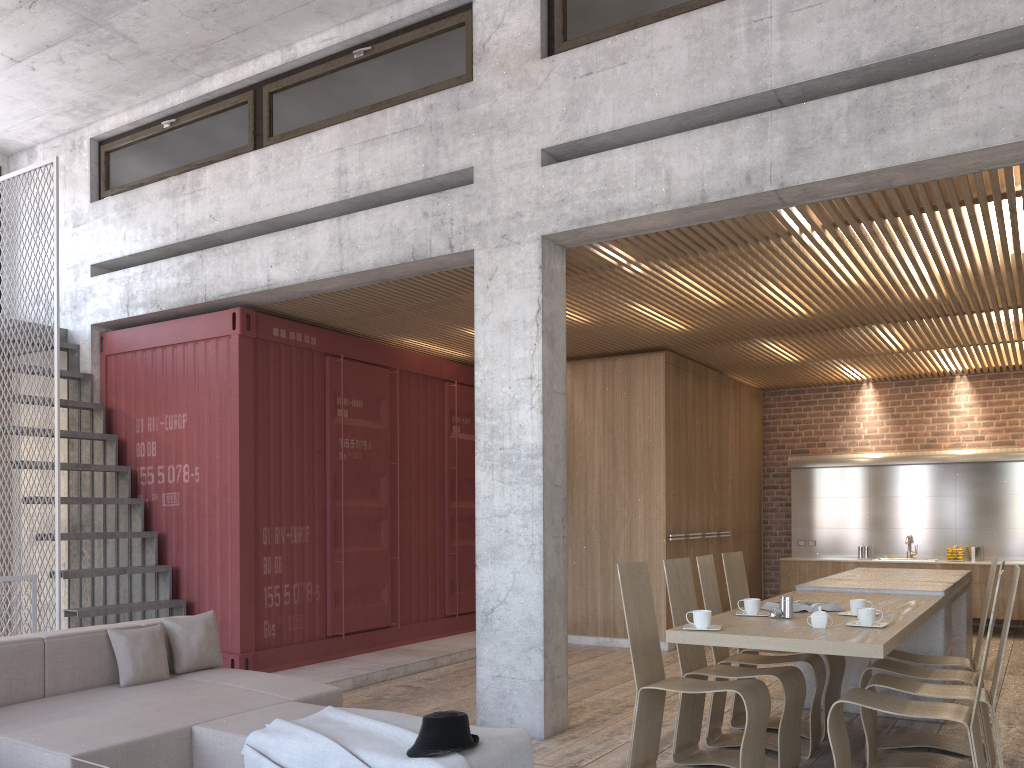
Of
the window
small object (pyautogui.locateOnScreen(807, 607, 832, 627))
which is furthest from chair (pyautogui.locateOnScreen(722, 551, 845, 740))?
the window

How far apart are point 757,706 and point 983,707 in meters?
1.3

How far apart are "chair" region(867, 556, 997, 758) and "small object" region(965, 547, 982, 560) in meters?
6.0

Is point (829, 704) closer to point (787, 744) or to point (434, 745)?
point (787, 744)

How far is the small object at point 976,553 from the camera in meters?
10.6 m

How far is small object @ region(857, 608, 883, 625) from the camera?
4.33m

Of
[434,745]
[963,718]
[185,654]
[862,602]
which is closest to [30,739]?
[185,654]

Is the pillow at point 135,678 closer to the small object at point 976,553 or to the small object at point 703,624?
the small object at point 703,624

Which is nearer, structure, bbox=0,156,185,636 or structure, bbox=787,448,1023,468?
structure, bbox=0,156,185,636

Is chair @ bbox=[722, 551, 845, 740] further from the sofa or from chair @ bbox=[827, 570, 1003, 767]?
the sofa
